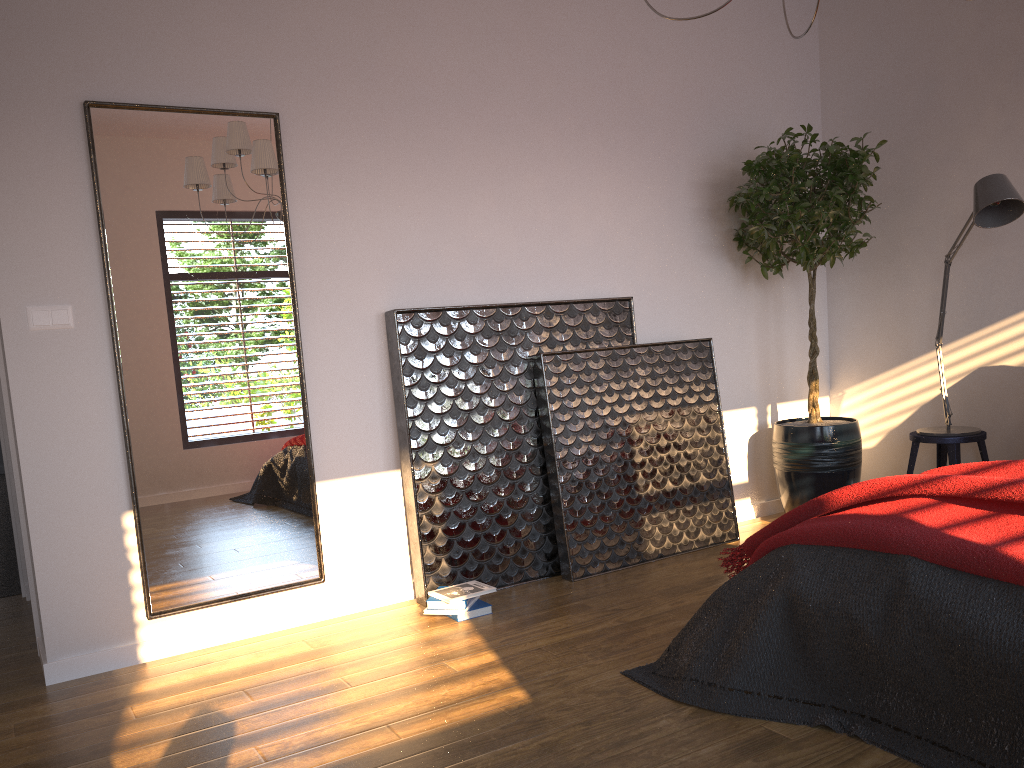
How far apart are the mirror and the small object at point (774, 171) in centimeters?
218cm

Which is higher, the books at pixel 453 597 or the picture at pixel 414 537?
the picture at pixel 414 537

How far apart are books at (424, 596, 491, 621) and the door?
1.6 meters

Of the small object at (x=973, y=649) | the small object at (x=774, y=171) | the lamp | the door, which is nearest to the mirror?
the door

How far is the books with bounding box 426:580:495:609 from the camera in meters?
3.4

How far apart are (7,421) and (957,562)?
3.2m

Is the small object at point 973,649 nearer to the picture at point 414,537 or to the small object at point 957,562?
the small object at point 957,562

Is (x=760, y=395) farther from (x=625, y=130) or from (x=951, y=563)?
(x=951, y=563)

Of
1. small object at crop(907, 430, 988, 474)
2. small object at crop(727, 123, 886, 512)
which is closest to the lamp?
small object at crop(907, 430, 988, 474)

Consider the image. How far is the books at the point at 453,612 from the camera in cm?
343
